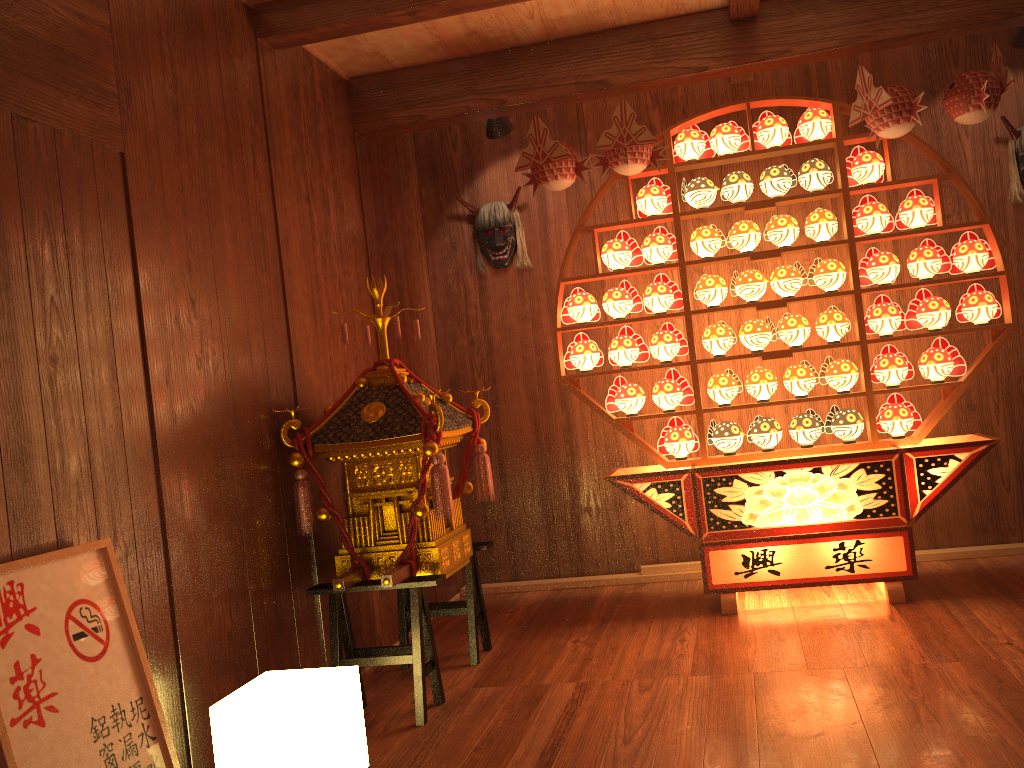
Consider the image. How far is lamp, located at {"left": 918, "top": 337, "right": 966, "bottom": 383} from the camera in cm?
364

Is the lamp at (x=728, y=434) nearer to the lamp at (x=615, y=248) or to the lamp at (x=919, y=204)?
the lamp at (x=615, y=248)

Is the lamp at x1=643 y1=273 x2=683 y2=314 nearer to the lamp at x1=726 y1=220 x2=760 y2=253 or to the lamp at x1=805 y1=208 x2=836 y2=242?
the lamp at x1=726 y1=220 x2=760 y2=253

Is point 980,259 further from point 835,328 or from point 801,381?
point 801,381

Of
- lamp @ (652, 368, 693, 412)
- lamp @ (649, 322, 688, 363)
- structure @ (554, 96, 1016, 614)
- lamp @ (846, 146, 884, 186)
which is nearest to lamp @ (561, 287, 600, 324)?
structure @ (554, 96, 1016, 614)

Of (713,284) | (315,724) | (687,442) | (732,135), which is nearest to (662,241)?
(713,284)

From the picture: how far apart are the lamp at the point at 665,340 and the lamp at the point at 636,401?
0.2m

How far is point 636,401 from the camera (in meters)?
3.95

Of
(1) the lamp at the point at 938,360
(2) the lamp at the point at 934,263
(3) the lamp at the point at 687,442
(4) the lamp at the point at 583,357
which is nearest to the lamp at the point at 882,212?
(2) the lamp at the point at 934,263

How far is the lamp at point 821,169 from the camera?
3.74m
